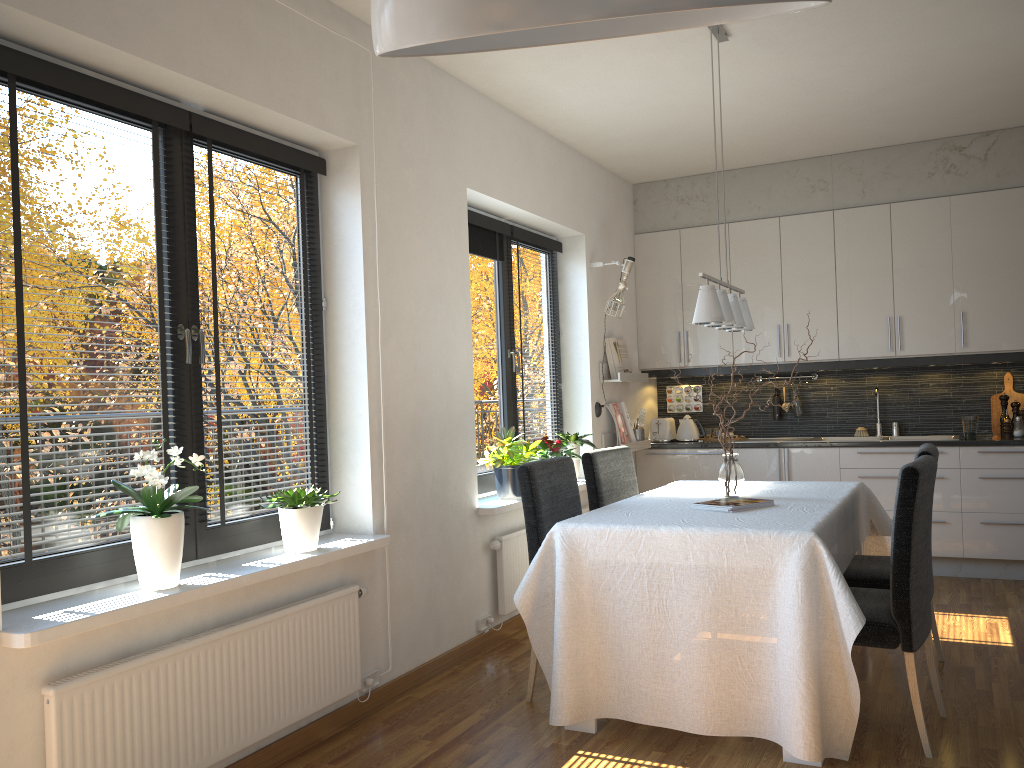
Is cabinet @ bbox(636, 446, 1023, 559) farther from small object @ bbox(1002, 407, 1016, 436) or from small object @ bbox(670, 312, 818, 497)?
small object @ bbox(670, 312, 818, 497)

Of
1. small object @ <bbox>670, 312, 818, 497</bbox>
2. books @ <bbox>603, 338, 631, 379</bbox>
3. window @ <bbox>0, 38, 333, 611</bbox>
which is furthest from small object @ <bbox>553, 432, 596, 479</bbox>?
window @ <bbox>0, 38, 333, 611</bbox>

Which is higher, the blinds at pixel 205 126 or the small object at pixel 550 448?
the blinds at pixel 205 126

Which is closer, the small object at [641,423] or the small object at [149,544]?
the small object at [149,544]

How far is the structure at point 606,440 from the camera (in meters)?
5.91

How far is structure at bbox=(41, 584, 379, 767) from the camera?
2.3 meters

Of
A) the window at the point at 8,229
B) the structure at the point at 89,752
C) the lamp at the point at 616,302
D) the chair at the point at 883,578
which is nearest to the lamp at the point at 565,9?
the structure at the point at 89,752

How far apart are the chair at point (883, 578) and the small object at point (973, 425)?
2.1m

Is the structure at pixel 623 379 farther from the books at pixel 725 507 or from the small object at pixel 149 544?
the small object at pixel 149 544

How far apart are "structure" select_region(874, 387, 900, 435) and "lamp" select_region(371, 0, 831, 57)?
6.20m
